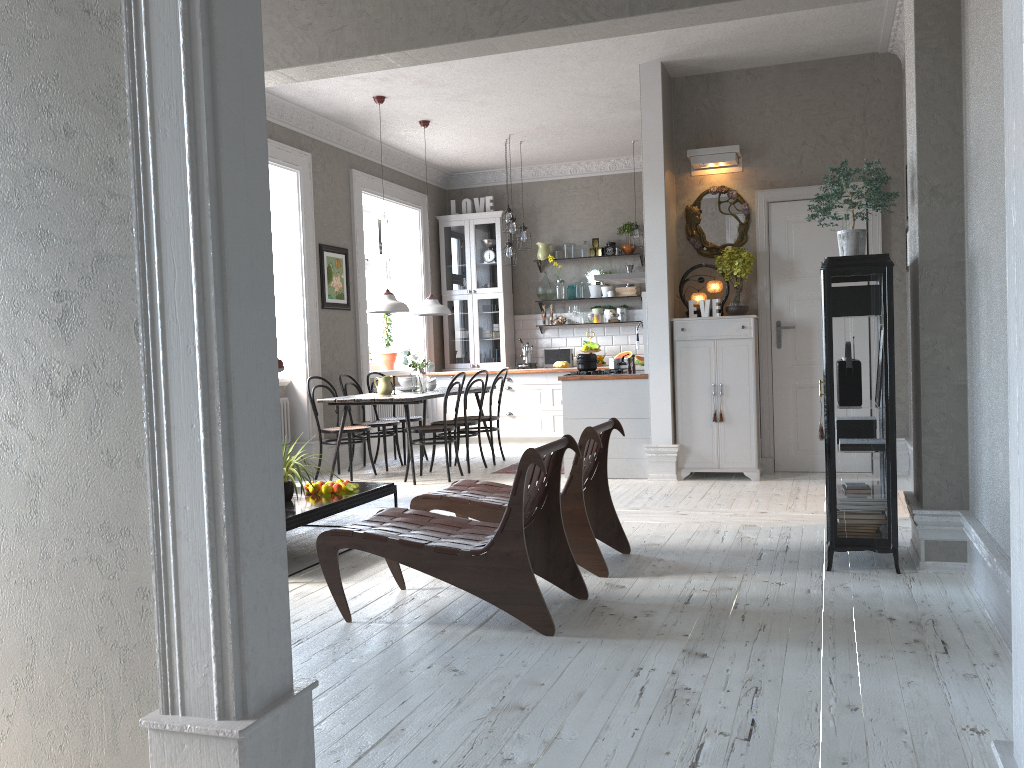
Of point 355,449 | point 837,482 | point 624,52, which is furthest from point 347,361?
point 837,482

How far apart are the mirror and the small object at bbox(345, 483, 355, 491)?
3.7 meters

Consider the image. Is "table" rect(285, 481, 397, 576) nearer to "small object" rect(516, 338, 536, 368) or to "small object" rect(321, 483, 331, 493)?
"small object" rect(321, 483, 331, 493)

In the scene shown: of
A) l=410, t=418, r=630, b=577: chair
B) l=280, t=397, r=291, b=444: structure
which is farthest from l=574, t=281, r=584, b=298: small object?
l=410, t=418, r=630, b=577: chair

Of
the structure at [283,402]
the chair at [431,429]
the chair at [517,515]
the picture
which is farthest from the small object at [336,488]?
the picture

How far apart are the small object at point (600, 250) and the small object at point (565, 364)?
1.4 meters

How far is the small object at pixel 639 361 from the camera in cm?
993

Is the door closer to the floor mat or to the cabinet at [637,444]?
the cabinet at [637,444]

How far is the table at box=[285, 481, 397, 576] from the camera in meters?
4.6 m

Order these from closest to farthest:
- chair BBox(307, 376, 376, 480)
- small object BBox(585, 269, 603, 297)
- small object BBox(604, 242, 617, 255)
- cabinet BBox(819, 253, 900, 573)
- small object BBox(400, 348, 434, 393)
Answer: cabinet BBox(819, 253, 900, 573), chair BBox(307, 376, 376, 480), small object BBox(400, 348, 434, 393), small object BBox(604, 242, 617, 255), small object BBox(585, 269, 603, 297)
